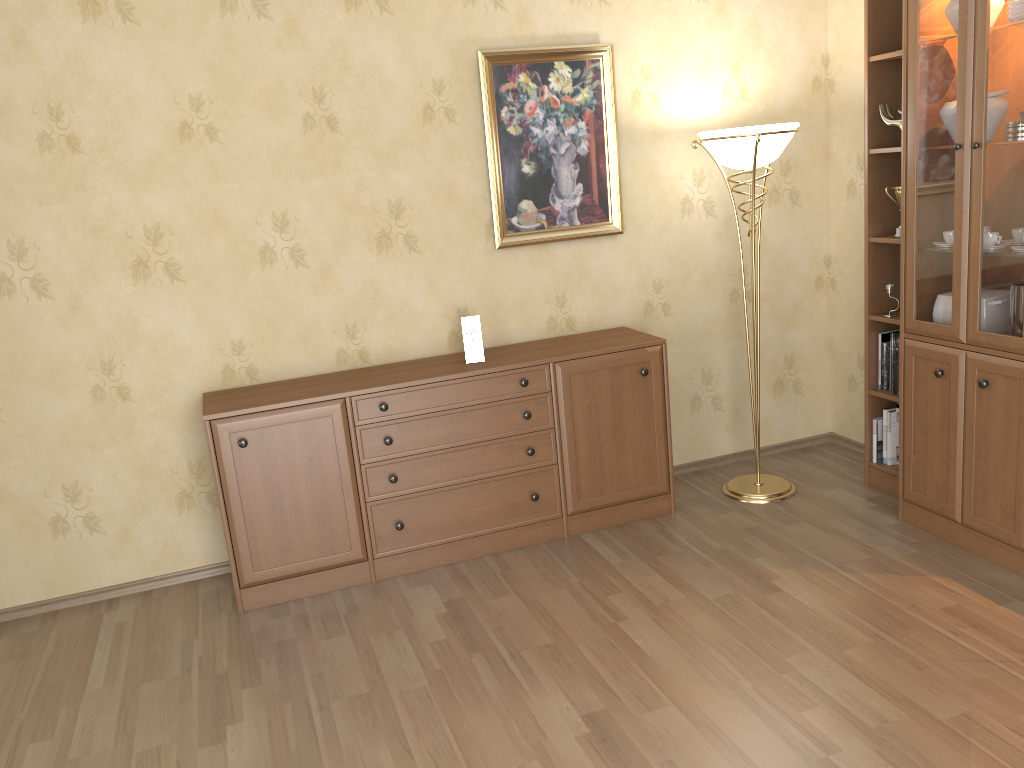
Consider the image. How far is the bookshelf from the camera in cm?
304

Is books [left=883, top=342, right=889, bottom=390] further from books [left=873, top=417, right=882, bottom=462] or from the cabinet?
the cabinet

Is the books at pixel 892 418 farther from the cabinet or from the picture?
the picture

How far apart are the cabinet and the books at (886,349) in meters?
1.0 m

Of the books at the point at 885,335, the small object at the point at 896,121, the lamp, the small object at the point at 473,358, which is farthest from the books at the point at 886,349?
the small object at the point at 473,358

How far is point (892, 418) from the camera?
4.1m

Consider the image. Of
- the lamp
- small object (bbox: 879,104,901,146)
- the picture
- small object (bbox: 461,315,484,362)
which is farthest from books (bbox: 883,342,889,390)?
small object (bbox: 461,315,484,362)

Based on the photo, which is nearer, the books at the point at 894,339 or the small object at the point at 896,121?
the small object at the point at 896,121

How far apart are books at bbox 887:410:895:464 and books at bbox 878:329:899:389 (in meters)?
0.34

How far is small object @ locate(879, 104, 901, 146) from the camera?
3.7 meters
